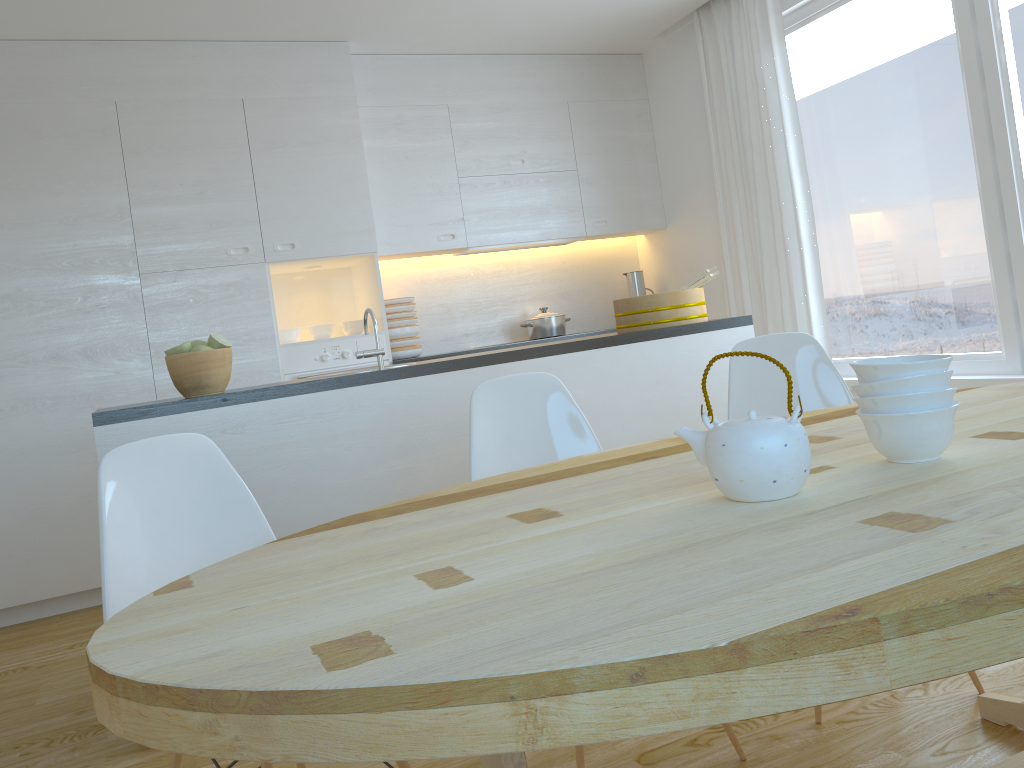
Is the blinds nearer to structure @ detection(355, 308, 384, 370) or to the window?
the window

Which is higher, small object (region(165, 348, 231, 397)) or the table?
small object (region(165, 348, 231, 397))

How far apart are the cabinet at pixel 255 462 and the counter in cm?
2

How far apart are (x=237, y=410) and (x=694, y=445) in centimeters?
180cm

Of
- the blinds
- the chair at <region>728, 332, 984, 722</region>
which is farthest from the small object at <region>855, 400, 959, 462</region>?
the blinds

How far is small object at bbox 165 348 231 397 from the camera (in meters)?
2.76

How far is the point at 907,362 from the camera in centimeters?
132cm

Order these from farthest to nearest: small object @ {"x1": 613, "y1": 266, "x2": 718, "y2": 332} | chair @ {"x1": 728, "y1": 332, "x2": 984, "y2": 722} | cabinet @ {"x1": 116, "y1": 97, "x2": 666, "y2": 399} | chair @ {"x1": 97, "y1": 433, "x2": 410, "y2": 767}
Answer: cabinet @ {"x1": 116, "y1": 97, "x2": 666, "y2": 399}, small object @ {"x1": 613, "y1": 266, "x2": 718, "y2": 332}, chair @ {"x1": 728, "y1": 332, "x2": 984, "y2": 722}, chair @ {"x1": 97, "y1": 433, "x2": 410, "y2": 767}

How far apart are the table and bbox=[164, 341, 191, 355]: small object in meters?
1.4

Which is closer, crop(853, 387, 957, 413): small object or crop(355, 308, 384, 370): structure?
crop(853, 387, 957, 413): small object
